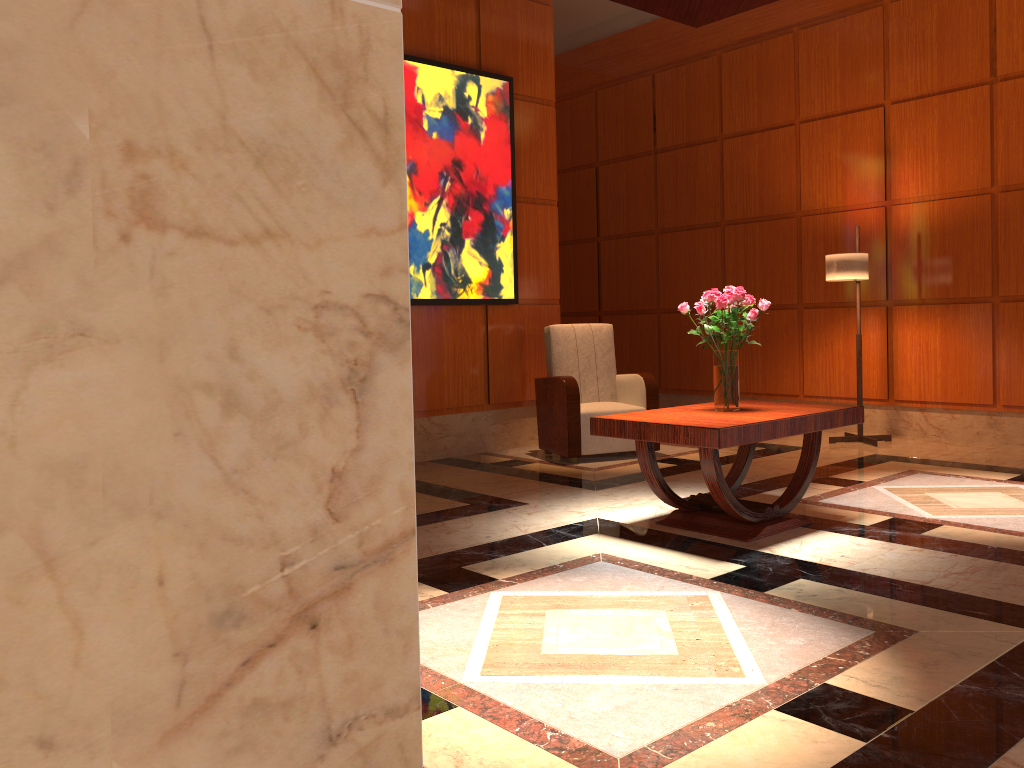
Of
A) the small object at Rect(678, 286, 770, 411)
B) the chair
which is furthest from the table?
the chair

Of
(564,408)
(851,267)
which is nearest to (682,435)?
(564,408)

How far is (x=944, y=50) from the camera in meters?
6.7

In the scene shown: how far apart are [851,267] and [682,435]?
3.45m

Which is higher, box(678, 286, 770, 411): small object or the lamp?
the lamp

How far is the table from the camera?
3.7 meters

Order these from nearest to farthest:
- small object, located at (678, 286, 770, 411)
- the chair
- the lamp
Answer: small object, located at (678, 286, 770, 411)
the chair
the lamp

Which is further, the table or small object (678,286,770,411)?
small object (678,286,770,411)

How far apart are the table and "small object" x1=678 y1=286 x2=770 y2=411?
0.03m

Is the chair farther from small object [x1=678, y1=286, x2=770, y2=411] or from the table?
small object [x1=678, y1=286, x2=770, y2=411]
